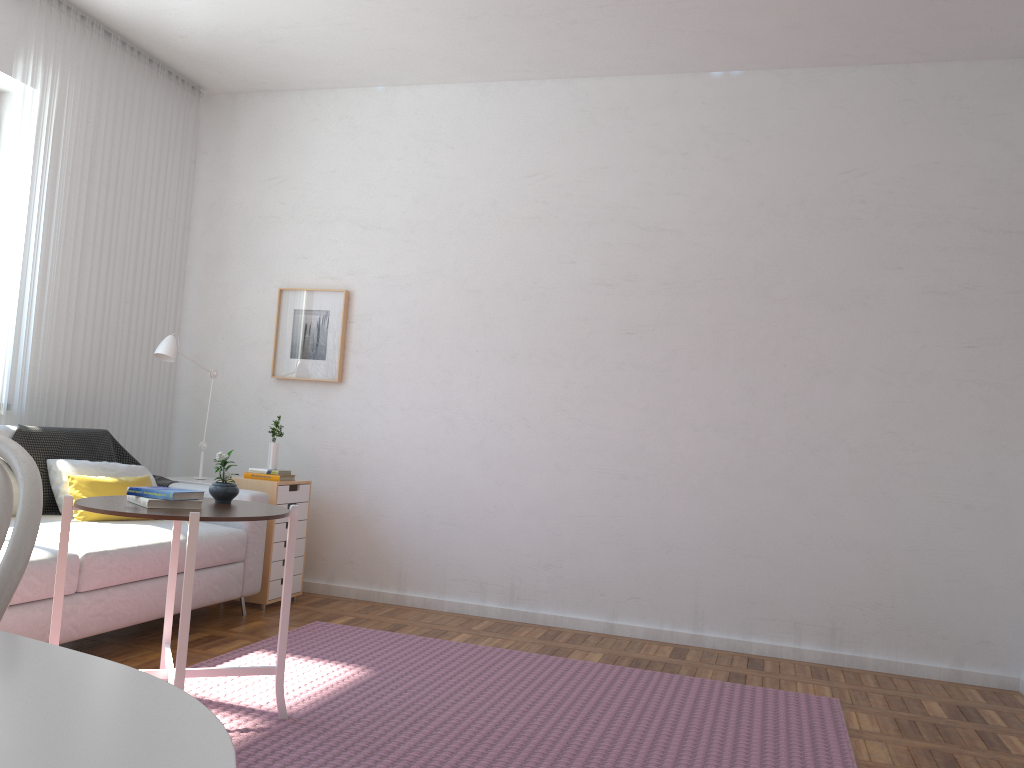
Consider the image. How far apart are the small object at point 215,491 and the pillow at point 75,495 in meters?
1.2

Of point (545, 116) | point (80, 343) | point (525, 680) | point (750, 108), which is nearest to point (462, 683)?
point (525, 680)

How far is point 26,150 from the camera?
4.14m

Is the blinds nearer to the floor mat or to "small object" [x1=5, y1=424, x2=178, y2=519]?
"small object" [x1=5, y1=424, x2=178, y2=519]

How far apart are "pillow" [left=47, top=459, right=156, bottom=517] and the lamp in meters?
0.6 m

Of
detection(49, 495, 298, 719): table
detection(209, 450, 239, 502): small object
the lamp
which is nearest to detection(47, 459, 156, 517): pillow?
the lamp

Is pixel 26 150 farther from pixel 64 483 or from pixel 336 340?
pixel 336 340

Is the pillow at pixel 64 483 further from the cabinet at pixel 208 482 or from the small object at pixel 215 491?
the small object at pixel 215 491

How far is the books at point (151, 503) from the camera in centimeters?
255cm

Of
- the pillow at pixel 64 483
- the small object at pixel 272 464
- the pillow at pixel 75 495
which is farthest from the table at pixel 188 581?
the small object at pixel 272 464
